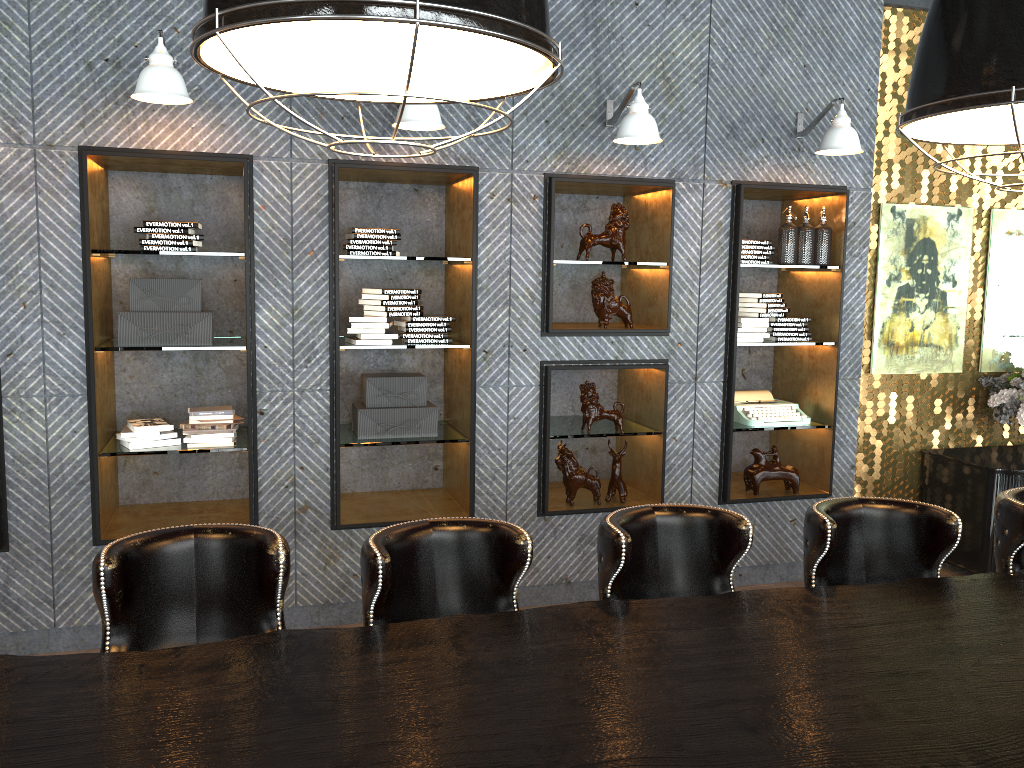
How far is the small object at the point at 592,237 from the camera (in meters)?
4.76

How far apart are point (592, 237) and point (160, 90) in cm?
223

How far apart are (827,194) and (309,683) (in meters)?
4.35

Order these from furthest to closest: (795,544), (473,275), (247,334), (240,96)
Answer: (795,544) < (473,275) < (247,334) < (240,96)

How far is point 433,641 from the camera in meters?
2.2 m

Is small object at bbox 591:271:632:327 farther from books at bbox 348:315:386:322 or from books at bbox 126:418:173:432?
books at bbox 126:418:173:432

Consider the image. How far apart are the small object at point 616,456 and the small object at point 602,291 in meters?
0.7

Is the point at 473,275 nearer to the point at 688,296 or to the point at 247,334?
the point at 247,334

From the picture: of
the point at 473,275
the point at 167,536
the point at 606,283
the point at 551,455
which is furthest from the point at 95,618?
the point at 606,283

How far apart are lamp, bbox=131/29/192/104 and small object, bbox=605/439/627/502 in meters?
2.8 m
